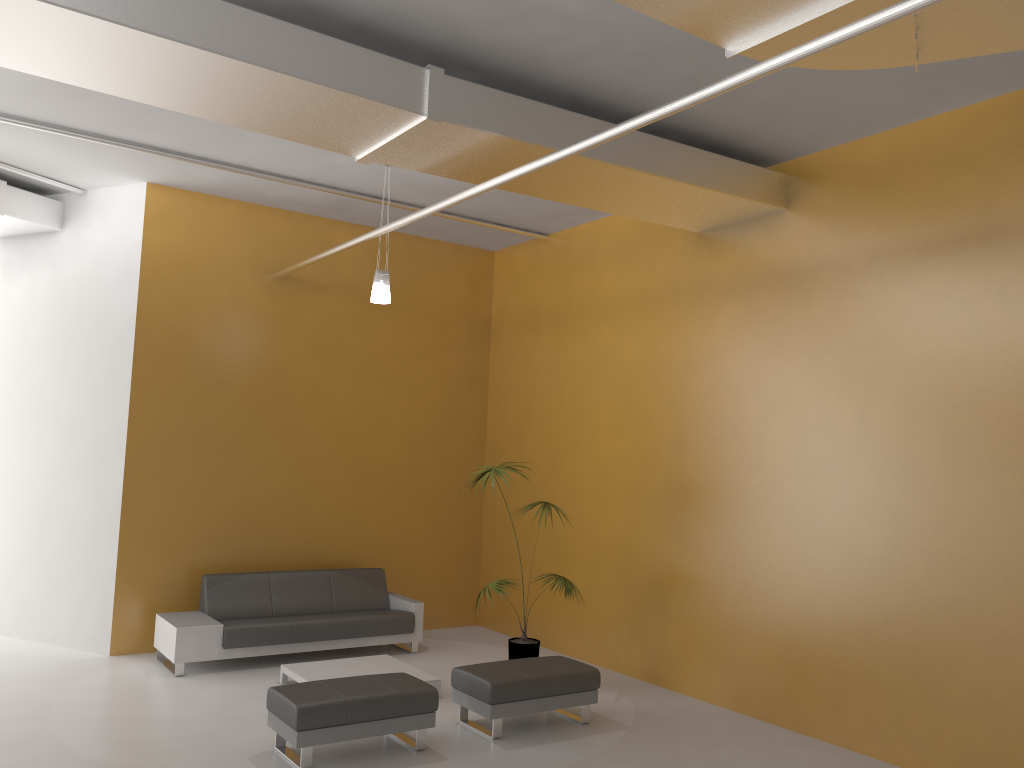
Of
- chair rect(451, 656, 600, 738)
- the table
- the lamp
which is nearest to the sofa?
the table

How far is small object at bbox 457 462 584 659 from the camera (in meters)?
7.73

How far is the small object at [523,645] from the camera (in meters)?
7.73

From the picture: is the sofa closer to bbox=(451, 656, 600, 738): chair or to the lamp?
bbox=(451, 656, 600, 738): chair

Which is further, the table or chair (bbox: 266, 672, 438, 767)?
the table

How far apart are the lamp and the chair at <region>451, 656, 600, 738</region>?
3.1 meters

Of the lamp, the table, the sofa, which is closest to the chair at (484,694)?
the table

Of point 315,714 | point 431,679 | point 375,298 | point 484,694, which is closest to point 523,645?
point 431,679

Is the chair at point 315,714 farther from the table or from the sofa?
the sofa

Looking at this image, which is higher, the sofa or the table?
the sofa
